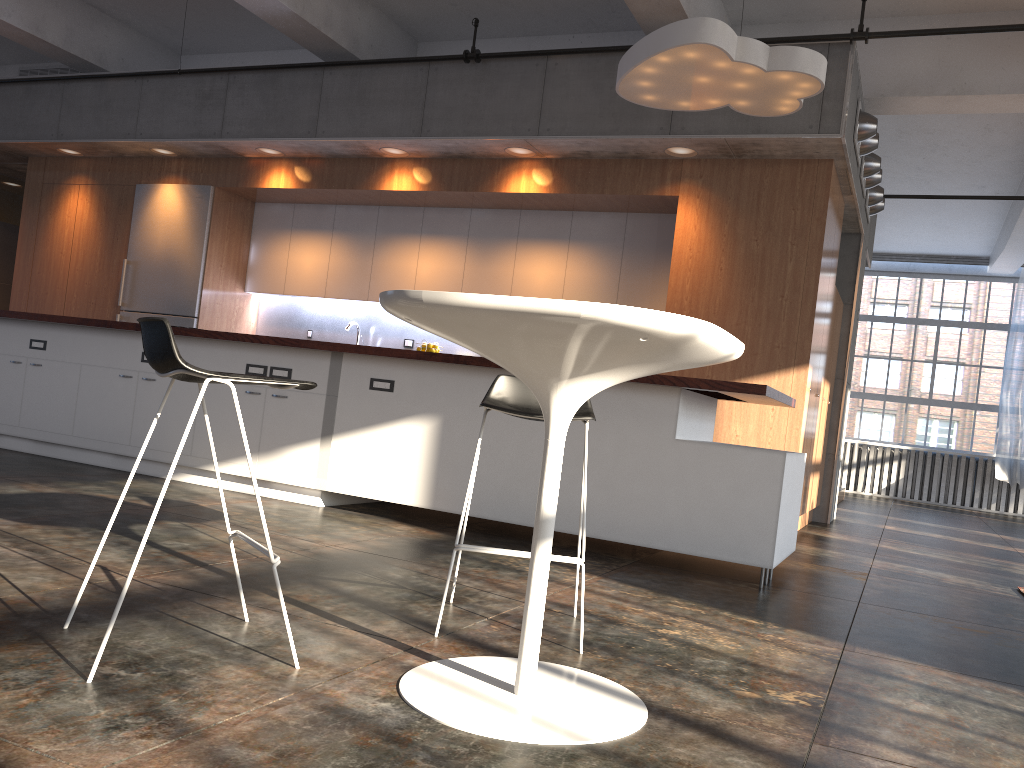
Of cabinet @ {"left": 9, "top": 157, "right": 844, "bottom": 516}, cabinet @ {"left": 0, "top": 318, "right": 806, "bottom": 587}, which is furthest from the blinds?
cabinet @ {"left": 0, "top": 318, "right": 806, "bottom": 587}

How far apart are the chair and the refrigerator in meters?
6.1 m

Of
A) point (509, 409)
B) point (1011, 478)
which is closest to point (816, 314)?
point (509, 409)

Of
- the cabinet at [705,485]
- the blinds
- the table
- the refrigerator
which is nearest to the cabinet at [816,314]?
the refrigerator

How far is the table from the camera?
1.8m

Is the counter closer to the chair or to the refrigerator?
the chair

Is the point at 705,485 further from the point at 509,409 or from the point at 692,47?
the point at 692,47

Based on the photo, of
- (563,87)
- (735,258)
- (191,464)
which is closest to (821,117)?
(735,258)

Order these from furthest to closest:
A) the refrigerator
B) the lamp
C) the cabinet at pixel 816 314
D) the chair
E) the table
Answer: the refrigerator, the cabinet at pixel 816 314, the lamp, the chair, the table

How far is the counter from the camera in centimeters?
412cm
